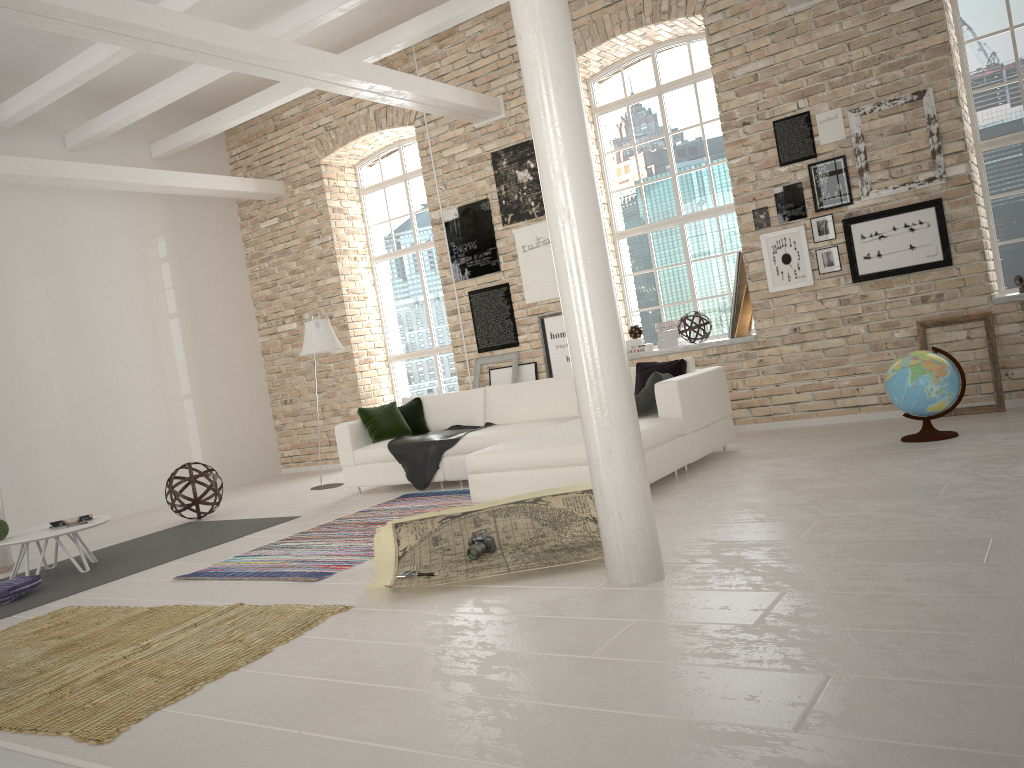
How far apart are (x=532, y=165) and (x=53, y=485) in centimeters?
598cm

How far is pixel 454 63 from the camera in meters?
9.7

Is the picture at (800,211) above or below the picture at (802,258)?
above

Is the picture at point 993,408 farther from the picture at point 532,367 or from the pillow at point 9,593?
the pillow at point 9,593

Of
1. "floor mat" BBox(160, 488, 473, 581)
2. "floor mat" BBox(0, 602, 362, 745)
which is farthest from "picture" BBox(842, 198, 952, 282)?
"floor mat" BBox(0, 602, 362, 745)

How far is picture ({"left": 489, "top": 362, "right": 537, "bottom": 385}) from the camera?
9.2m

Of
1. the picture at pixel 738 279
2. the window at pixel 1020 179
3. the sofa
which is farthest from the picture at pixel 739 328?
the window at pixel 1020 179

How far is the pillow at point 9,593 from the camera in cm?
554

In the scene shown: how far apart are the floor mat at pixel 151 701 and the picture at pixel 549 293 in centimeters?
546cm

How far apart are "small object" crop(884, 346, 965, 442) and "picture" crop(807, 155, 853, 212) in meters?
1.9 m
